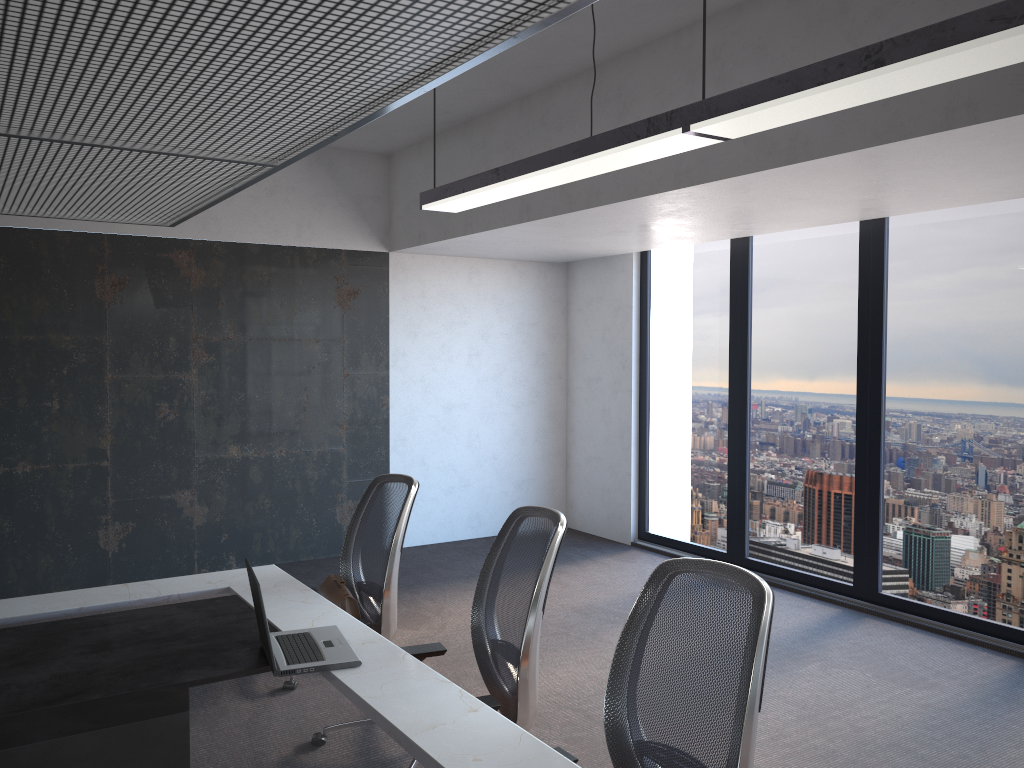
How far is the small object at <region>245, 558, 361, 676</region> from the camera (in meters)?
2.62

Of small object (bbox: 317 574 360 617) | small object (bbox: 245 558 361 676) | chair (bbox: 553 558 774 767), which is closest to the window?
chair (bbox: 553 558 774 767)

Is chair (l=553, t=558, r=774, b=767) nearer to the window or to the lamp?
the lamp

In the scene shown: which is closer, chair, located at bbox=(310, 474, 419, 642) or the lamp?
the lamp

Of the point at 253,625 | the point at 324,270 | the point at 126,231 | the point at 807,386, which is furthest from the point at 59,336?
the point at 807,386

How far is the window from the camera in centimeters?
518cm

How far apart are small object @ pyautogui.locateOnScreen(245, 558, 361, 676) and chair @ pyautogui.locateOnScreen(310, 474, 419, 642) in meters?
0.5

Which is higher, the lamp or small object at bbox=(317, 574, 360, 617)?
the lamp

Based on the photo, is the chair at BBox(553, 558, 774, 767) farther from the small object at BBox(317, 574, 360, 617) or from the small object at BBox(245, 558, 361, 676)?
the small object at BBox(317, 574, 360, 617)

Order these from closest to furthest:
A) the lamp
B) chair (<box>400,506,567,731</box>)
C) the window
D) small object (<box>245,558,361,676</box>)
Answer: the lamp
small object (<box>245,558,361,676</box>)
chair (<box>400,506,567,731</box>)
the window
